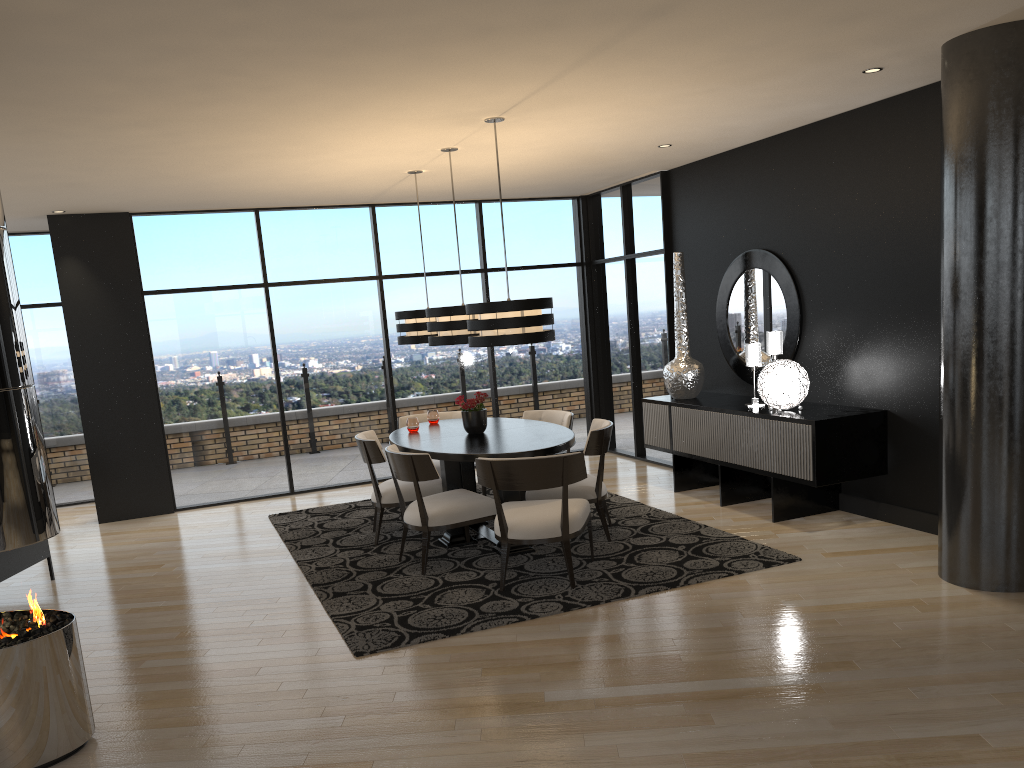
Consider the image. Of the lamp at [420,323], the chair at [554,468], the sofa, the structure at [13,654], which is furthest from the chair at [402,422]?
the structure at [13,654]

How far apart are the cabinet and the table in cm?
128

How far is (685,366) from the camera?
7.3m

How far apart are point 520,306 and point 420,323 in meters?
1.8

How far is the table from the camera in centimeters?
549cm

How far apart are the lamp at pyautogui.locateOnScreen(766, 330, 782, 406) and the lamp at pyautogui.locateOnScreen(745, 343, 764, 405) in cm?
14

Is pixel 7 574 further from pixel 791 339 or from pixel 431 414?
pixel 791 339

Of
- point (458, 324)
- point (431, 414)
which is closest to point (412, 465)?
point (458, 324)

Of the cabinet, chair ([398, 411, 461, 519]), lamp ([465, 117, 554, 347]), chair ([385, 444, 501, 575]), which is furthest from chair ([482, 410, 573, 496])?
lamp ([465, 117, 554, 347])

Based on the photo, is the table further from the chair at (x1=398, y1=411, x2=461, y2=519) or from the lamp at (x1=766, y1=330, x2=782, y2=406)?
the lamp at (x1=766, y1=330, x2=782, y2=406)
